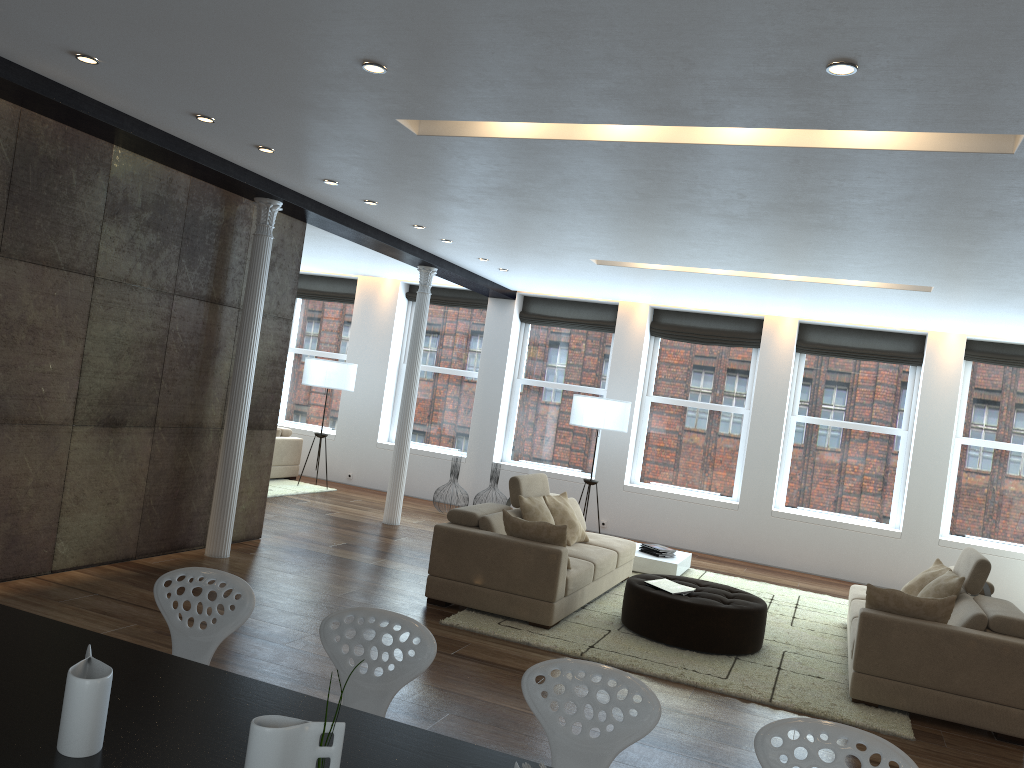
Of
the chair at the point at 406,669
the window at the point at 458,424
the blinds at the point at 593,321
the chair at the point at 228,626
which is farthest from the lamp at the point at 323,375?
the chair at the point at 406,669

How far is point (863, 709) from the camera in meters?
5.4 m

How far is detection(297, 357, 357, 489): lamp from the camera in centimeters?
1161cm

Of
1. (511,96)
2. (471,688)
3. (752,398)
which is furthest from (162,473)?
(752,398)

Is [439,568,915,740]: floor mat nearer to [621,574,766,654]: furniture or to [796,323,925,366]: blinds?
[621,574,766,654]: furniture

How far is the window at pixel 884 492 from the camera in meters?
10.6 m

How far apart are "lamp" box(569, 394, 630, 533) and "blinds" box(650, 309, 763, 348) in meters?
1.6 m

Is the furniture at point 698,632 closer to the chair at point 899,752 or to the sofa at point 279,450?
the chair at point 899,752

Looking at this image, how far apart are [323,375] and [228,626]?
8.7m

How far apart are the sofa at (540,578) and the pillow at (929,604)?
2.0 meters
